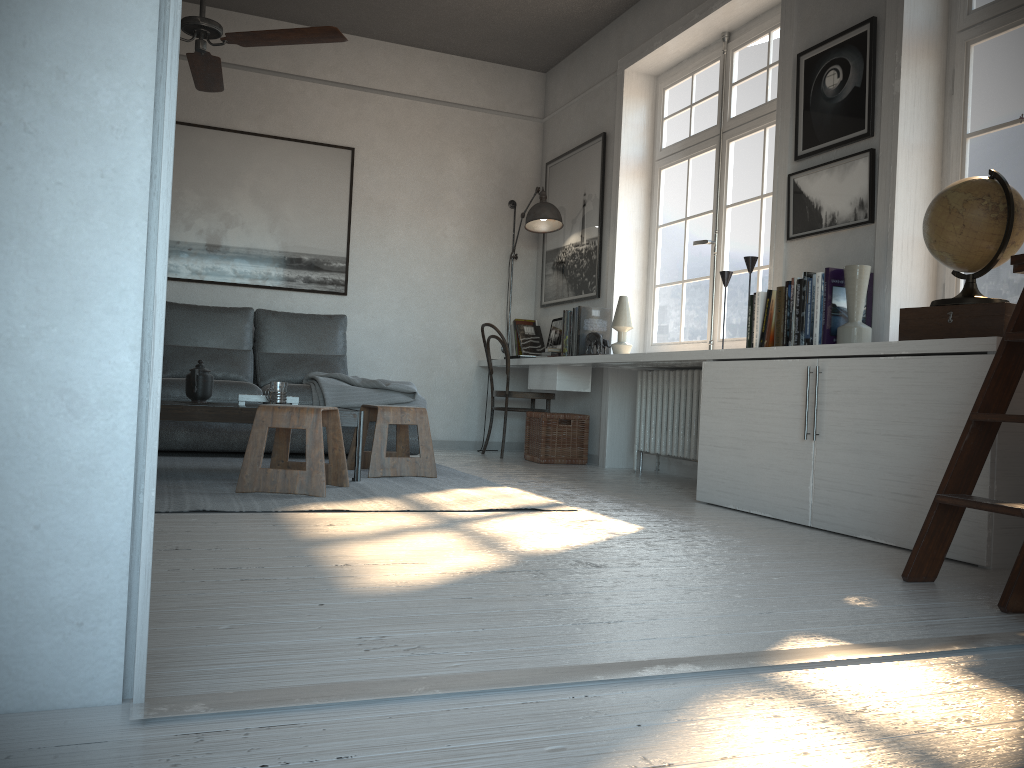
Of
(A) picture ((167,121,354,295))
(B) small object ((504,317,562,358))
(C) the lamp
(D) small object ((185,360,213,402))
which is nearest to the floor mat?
(D) small object ((185,360,213,402))

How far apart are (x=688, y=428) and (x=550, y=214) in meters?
2.0 m

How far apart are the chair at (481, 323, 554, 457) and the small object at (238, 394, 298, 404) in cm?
211

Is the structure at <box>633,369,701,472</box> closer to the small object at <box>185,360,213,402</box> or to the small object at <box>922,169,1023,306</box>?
the small object at <box>922,169,1023,306</box>

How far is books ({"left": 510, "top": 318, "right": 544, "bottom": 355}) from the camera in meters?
6.5

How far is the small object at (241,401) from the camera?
4.0m

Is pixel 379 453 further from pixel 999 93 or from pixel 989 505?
pixel 999 93

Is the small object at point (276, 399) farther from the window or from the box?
the box

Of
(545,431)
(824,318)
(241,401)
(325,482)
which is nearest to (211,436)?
(241,401)

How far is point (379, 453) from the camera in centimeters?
423cm
